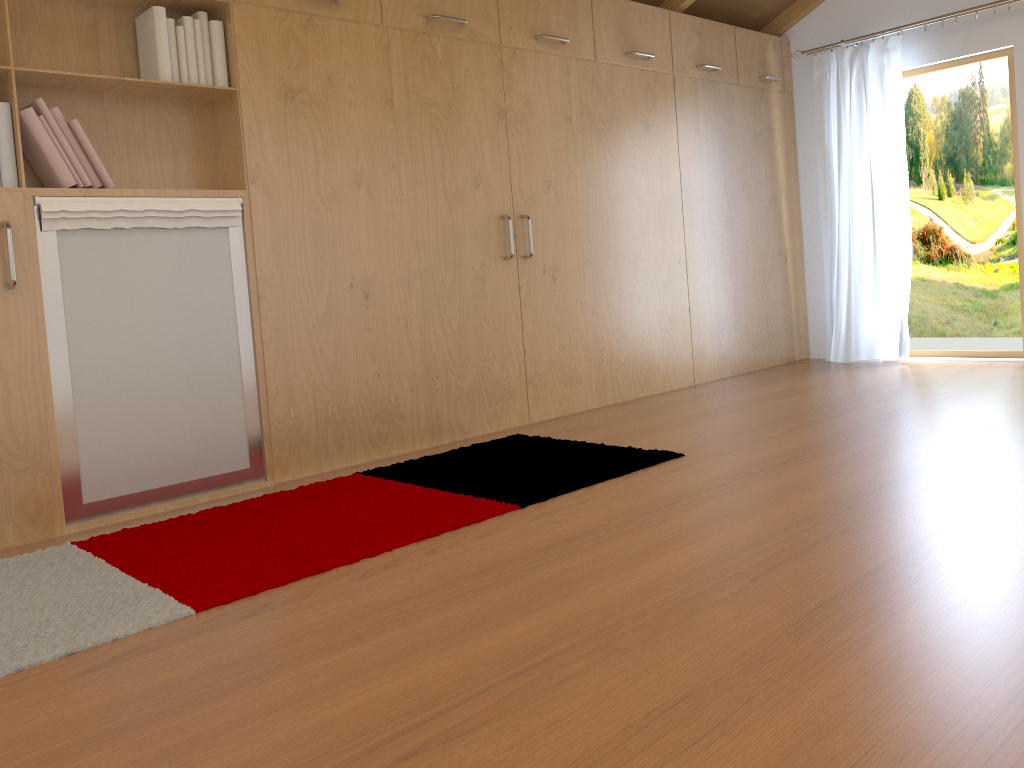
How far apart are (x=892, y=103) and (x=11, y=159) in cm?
471

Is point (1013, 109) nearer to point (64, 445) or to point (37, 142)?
point (37, 142)

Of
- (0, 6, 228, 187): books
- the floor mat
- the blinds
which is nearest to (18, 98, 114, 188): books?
(0, 6, 228, 187): books

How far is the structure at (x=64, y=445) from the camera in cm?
286

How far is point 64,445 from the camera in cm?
286

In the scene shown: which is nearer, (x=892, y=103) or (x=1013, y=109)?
(x=1013, y=109)

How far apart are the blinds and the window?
0.1 meters

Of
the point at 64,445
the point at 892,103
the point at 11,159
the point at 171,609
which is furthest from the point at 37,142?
the point at 892,103

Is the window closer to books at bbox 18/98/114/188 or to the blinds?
the blinds

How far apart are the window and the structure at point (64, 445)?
4.2 meters
